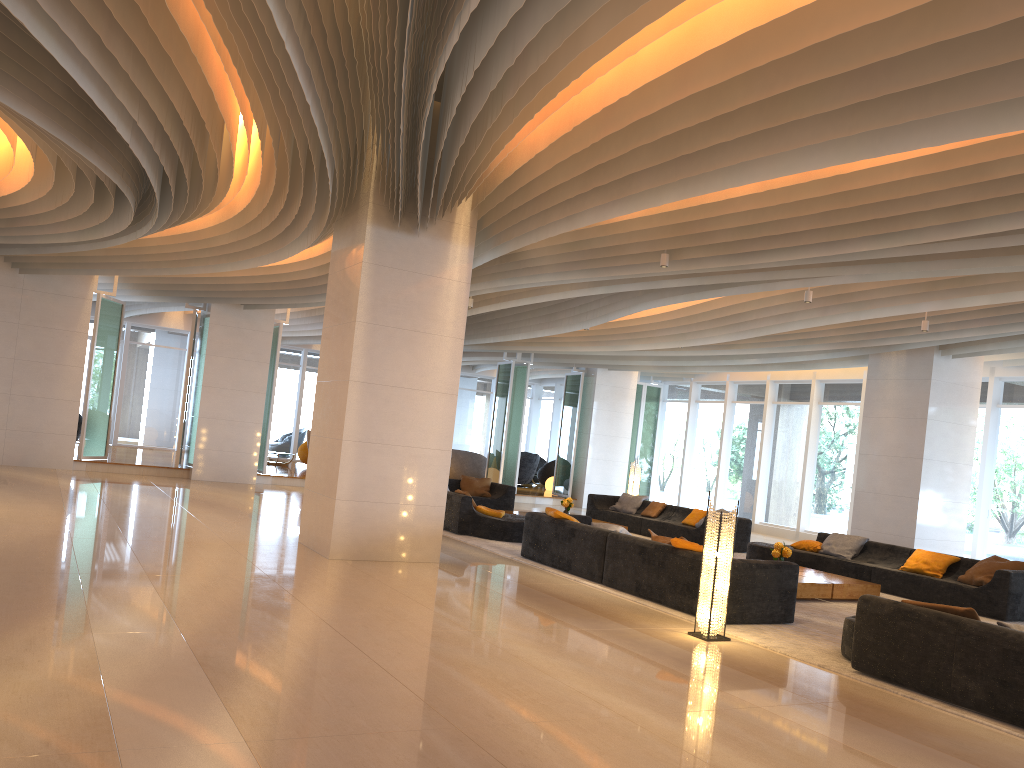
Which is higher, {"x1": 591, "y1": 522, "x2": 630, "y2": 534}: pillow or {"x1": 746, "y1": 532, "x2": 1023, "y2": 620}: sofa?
{"x1": 591, "y1": 522, "x2": 630, "y2": 534}: pillow

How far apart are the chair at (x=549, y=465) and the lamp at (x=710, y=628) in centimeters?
Result: 1879cm

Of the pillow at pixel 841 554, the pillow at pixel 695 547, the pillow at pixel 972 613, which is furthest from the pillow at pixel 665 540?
the pillow at pixel 841 554

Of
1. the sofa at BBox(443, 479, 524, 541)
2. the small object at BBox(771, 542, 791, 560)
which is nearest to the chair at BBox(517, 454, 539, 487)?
the sofa at BBox(443, 479, 524, 541)

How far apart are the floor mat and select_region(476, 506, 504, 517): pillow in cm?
56

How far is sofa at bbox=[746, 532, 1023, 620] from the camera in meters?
10.0

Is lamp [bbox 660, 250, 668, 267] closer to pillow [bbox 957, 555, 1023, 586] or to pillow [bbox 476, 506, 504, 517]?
pillow [bbox 476, 506, 504, 517]

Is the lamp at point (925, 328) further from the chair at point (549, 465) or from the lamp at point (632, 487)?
the chair at point (549, 465)

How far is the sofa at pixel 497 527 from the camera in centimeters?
1254cm

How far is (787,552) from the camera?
10.49m
